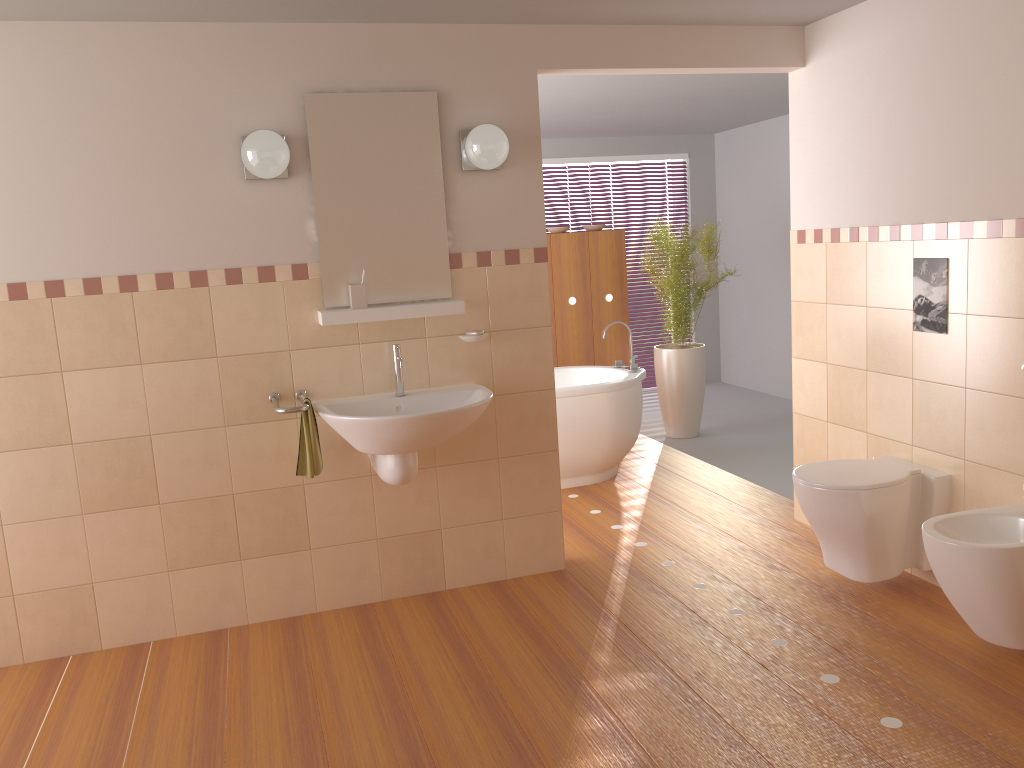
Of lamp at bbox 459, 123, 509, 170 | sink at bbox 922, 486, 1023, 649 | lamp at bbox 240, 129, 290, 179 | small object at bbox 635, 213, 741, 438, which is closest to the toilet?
sink at bbox 922, 486, 1023, 649

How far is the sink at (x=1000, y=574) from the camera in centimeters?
262cm

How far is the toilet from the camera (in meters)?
3.22

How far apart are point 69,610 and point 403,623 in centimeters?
124cm

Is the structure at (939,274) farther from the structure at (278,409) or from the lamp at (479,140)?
the structure at (278,409)

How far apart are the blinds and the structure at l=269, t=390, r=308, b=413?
5.0 meters

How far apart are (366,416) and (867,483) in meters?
1.8

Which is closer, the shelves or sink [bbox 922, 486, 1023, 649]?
sink [bbox 922, 486, 1023, 649]

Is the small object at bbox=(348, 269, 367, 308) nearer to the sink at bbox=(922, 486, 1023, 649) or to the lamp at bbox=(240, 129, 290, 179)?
the lamp at bbox=(240, 129, 290, 179)

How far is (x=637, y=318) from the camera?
8.0m
